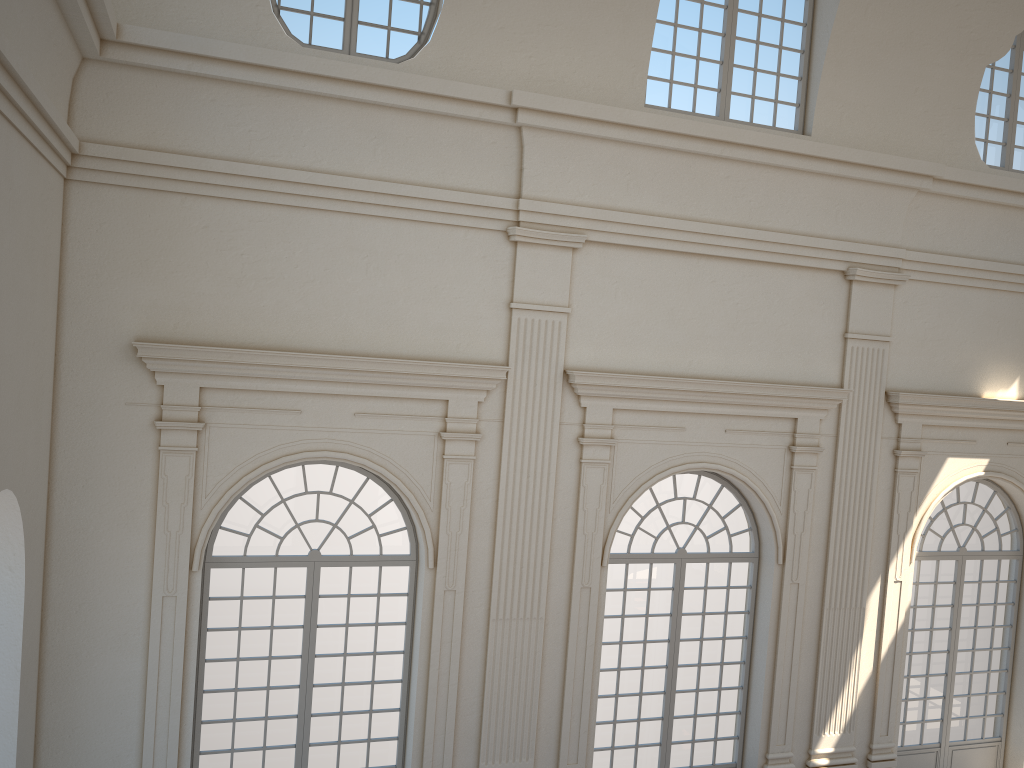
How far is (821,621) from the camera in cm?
1080

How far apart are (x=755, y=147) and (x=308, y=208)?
4.9 meters

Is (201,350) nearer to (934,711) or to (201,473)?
(201,473)
